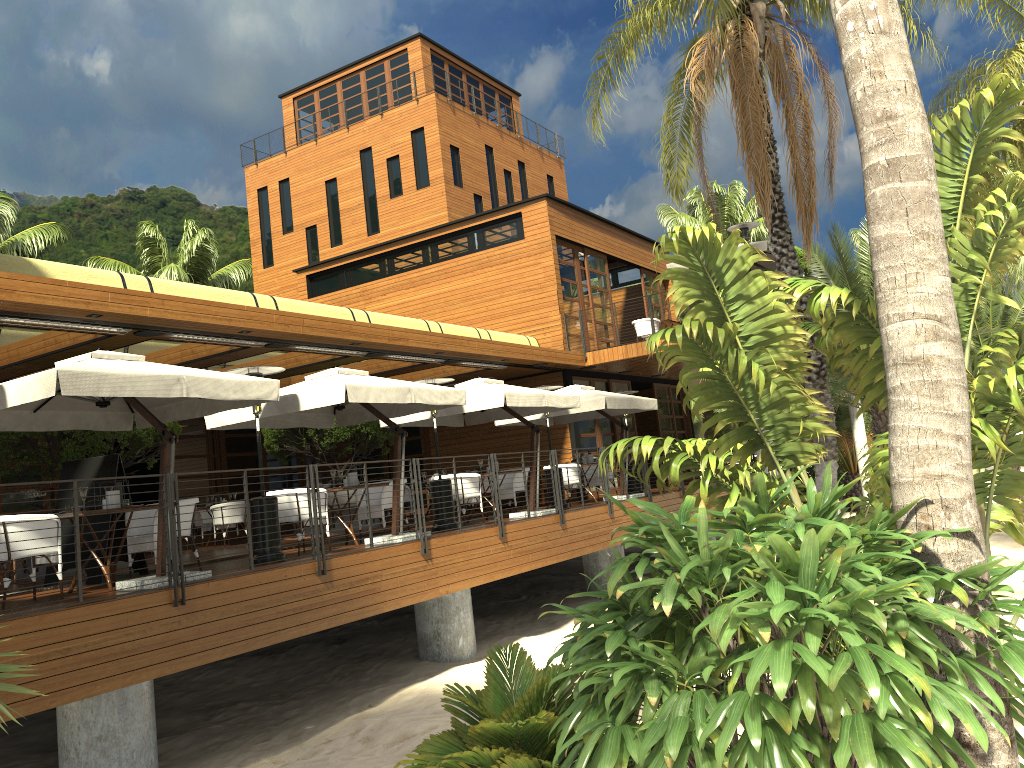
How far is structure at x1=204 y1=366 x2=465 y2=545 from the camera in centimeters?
1014cm

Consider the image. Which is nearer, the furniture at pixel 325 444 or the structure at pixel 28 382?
the structure at pixel 28 382

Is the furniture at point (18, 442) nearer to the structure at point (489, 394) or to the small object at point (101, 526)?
the small object at point (101, 526)

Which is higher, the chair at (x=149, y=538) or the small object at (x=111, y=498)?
the small object at (x=111, y=498)

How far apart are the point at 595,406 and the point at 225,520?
7.05m

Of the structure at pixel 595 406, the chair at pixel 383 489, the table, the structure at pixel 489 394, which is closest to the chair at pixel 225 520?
the structure at pixel 489 394

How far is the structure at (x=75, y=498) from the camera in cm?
711

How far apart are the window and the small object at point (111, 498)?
9.49m

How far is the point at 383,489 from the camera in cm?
1179

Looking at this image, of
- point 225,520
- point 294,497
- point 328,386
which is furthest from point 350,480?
point 225,520
